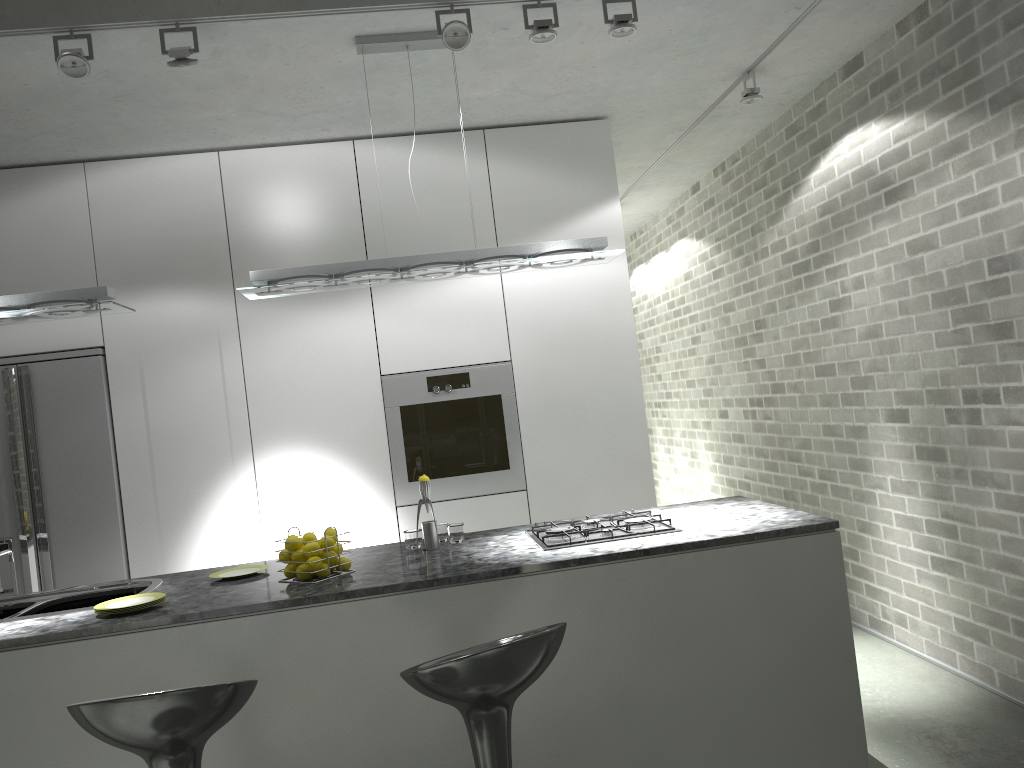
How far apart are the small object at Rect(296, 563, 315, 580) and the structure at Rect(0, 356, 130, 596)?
1.9m

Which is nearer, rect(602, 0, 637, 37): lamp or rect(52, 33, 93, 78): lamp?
rect(52, 33, 93, 78): lamp

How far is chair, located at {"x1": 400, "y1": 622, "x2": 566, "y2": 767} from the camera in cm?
214

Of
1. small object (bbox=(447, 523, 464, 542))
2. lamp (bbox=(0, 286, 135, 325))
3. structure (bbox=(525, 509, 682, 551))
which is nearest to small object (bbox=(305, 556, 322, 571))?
small object (bbox=(447, 523, 464, 542))

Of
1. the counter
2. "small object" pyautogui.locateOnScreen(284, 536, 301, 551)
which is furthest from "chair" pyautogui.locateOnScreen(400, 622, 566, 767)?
"small object" pyautogui.locateOnScreen(284, 536, 301, 551)

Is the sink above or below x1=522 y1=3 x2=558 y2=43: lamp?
below

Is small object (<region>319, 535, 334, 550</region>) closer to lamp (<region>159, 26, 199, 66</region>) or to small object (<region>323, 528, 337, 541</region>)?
small object (<region>323, 528, 337, 541</region>)

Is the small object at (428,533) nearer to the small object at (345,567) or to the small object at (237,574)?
the small object at (345,567)

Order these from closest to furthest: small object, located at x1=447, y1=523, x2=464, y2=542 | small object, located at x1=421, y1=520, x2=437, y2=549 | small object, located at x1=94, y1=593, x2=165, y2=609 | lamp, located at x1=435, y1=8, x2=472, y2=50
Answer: small object, located at x1=94, y1=593, x2=165, y2=609 < lamp, located at x1=435, y1=8, x2=472, y2=50 < small object, located at x1=421, y1=520, x2=437, y2=549 < small object, located at x1=447, y1=523, x2=464, y2=542

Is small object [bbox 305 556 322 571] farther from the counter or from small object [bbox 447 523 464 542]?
small object [bbox 447 523 464 542]
